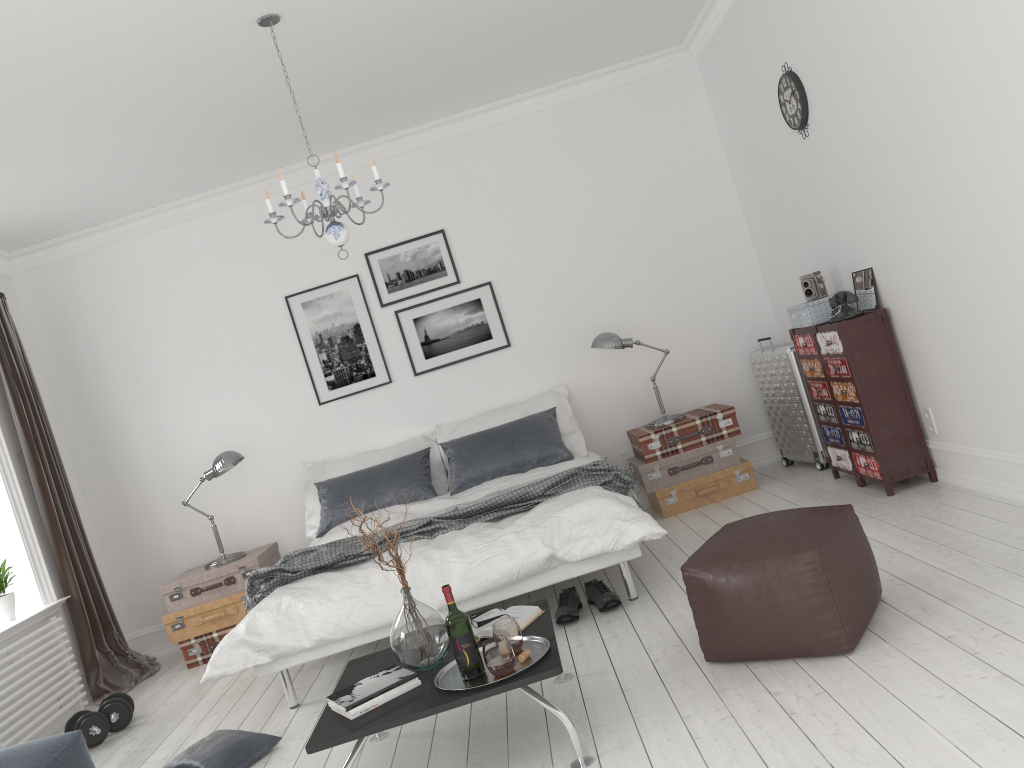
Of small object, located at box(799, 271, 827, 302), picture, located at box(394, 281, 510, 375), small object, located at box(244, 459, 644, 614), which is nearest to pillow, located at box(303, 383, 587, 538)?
picture, located at box(394, 281, 510, 375)

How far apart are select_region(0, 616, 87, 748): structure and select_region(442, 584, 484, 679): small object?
3.1 meters

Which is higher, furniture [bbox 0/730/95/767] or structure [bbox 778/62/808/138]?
structure [bbox 778/62/808/138]

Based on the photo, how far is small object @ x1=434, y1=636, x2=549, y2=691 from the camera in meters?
2.8 m

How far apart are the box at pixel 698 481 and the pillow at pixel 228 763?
2.8m

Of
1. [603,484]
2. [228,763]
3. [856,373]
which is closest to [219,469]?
[228,763]

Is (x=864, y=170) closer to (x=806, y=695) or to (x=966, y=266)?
(x=966, y=266)

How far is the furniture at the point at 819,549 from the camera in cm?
288

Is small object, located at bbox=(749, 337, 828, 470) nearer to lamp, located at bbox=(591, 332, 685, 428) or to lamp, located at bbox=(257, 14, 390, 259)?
lamp, located at bbox=(591, 332, 685, 428)

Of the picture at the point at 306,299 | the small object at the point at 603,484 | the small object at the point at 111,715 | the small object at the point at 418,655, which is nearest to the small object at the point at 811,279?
the small object at the point at 603,484
